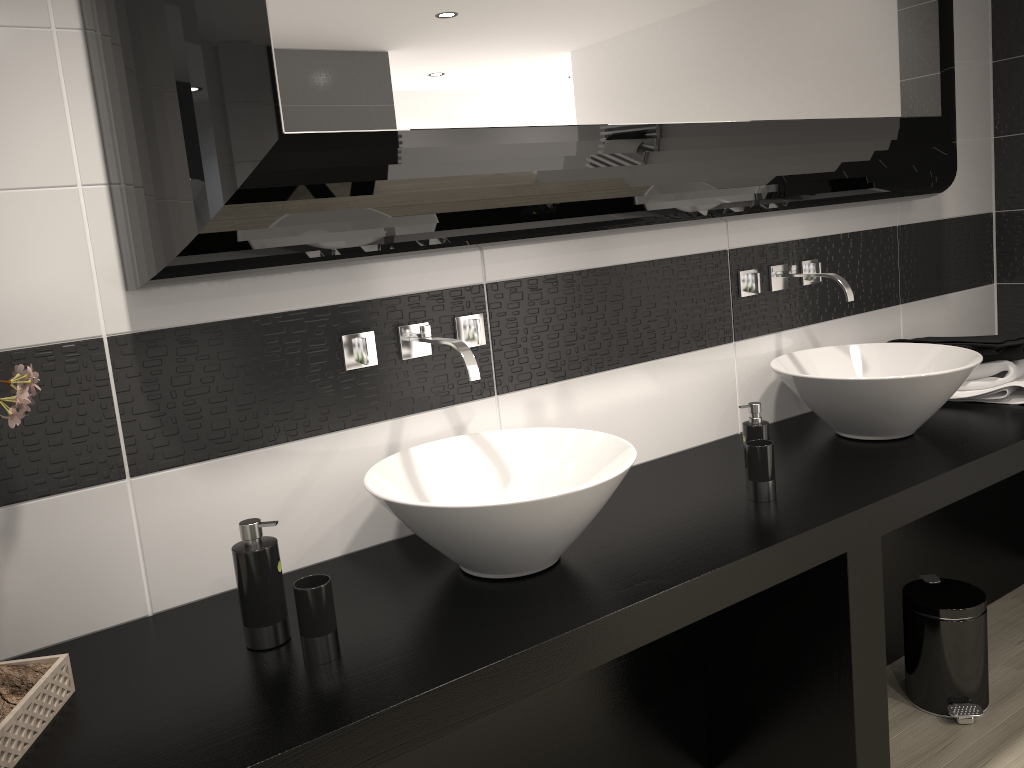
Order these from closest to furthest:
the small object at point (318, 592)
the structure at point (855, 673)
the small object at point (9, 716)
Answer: the small object at point (9, 716), the small object at point (318, 592), the structure at point (855, 673)

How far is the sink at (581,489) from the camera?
1.60m

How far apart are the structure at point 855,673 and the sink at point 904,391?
0.46m

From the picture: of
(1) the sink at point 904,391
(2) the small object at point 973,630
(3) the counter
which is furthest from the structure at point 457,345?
(2) the small object at point 973,630

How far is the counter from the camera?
1.3 meters

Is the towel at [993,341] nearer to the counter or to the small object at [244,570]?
the counter

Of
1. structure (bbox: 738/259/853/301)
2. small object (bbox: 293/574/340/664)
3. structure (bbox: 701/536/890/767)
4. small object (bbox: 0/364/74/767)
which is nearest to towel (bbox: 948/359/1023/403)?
structure (bbox: 738/259/853/301)

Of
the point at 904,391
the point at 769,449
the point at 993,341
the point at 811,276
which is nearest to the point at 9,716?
the point at 769,449

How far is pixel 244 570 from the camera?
1.54m

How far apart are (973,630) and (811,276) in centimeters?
112cm
